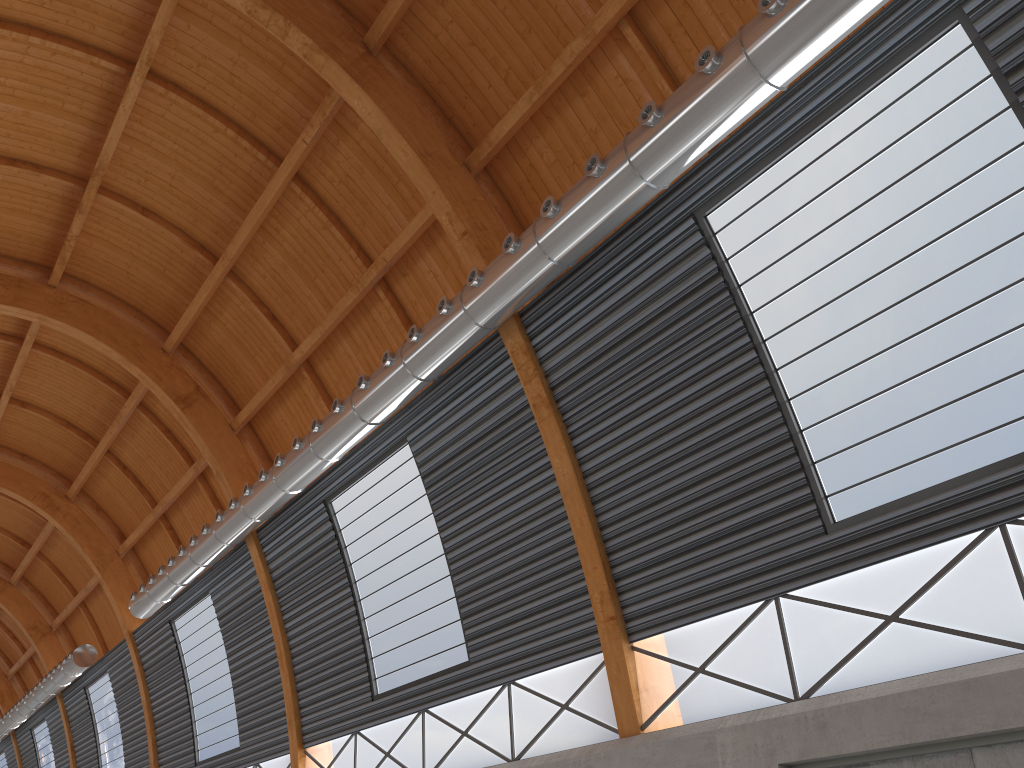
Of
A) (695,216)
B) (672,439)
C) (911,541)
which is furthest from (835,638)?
(695,216)

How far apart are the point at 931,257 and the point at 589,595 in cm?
981
